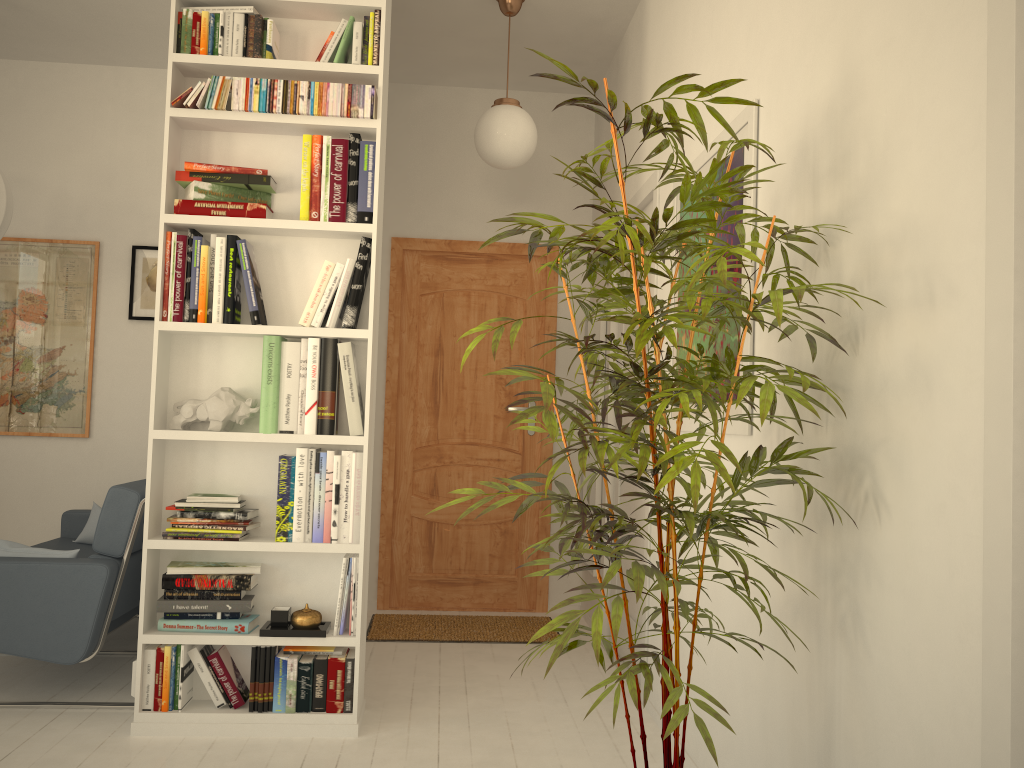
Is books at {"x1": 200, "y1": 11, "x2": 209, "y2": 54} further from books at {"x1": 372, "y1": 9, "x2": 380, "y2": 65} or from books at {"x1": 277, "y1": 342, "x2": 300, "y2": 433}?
books at {"x1": 277, "y1": 342, "x2": 300, "y2": 433}

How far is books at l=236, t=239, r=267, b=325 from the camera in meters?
2.9

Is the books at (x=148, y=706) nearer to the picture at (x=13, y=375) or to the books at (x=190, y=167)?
the books at (x=190, y=167)

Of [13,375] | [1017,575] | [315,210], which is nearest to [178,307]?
[315,210]

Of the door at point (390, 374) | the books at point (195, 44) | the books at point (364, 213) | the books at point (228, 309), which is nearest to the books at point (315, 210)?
the books at point (364, 213)

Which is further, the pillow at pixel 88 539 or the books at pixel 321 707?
the pillow at pixel 88 539

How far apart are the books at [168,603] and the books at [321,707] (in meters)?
0.28

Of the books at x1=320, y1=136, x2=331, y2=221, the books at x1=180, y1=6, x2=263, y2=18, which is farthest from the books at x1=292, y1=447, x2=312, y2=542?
the books at x1=180, y1=6, x2=263, y2=18

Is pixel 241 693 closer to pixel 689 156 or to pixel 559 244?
pixel 559 244

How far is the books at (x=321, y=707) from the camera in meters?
2.9
